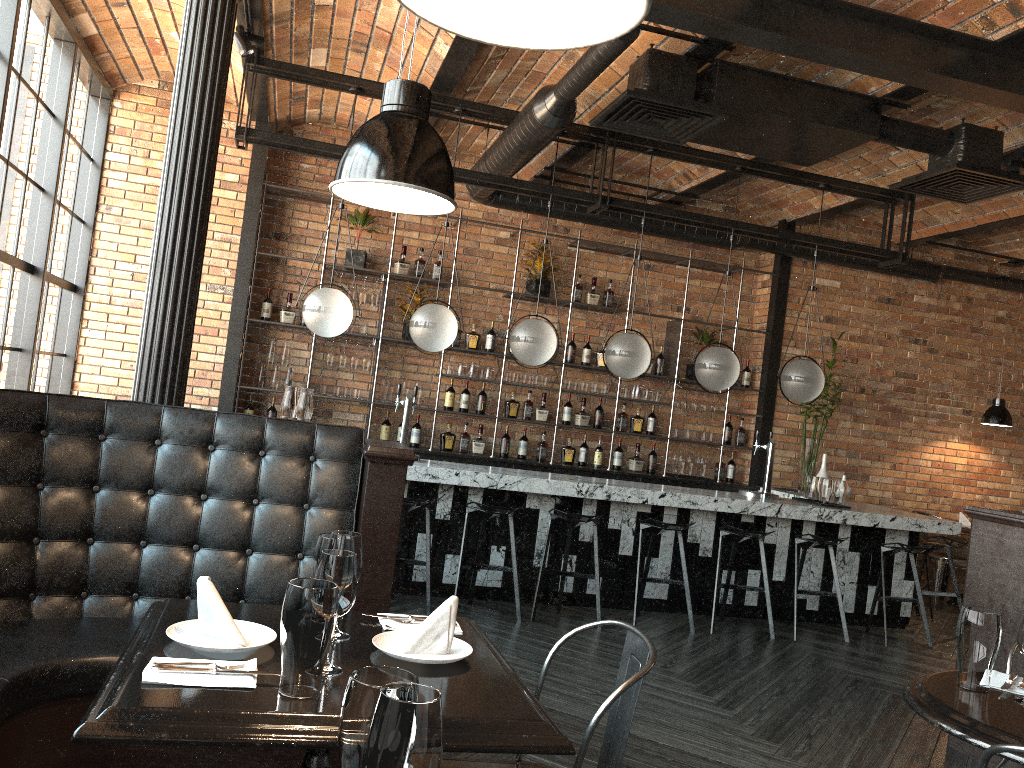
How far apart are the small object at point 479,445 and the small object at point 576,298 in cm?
161

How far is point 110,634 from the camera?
2.7 meters

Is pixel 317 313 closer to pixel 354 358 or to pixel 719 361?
pixel 354 358

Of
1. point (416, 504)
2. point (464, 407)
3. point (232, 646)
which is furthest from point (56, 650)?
point (464, 407)

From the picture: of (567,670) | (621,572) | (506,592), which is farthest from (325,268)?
(567,670)

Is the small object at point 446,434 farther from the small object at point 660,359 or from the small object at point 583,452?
the small object at point 660,359

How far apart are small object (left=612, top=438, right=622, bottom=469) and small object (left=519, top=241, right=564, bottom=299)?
1.6m

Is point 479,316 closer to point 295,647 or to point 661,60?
point 661,60

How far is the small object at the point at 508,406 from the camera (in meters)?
8.15

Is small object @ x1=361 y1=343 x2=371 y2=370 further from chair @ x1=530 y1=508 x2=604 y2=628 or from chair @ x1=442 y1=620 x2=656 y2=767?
chair @ x1=442 y1=620 x2=656 y2=767
